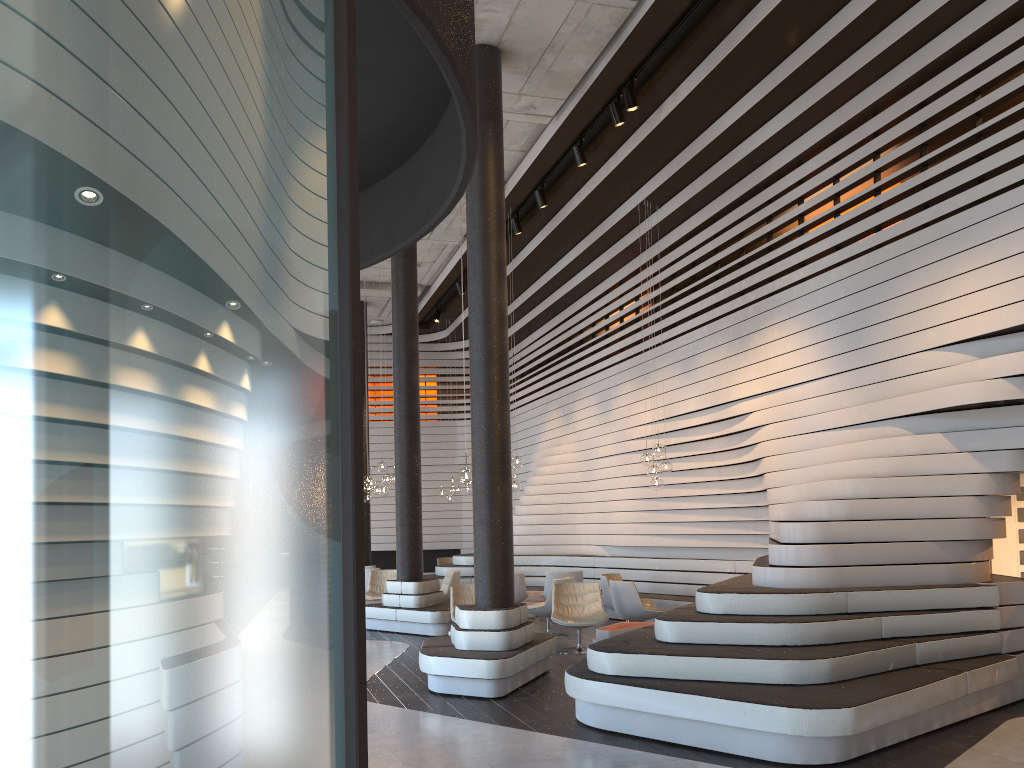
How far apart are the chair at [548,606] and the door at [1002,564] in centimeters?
495cm

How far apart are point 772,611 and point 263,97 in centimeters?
614cm

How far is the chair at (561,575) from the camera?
12.7m

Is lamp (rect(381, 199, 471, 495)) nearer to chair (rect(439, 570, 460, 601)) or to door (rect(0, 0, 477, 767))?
chair (rect(439, 570, 460, 601))

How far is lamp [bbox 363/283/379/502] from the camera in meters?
16.2 m

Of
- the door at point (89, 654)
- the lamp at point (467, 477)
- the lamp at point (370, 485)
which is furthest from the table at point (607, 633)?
the door at point (89, 654)

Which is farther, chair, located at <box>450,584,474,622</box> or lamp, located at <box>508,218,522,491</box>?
lamp, located at <box>508,218,522,491</box>

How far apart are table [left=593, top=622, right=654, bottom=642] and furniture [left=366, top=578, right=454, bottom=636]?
2.97m

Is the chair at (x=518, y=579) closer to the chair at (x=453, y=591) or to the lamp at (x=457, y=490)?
the chair at (x=453, y=591)

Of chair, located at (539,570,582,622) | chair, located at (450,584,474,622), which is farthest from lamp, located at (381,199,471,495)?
chair, located at (539,570,582,622)
